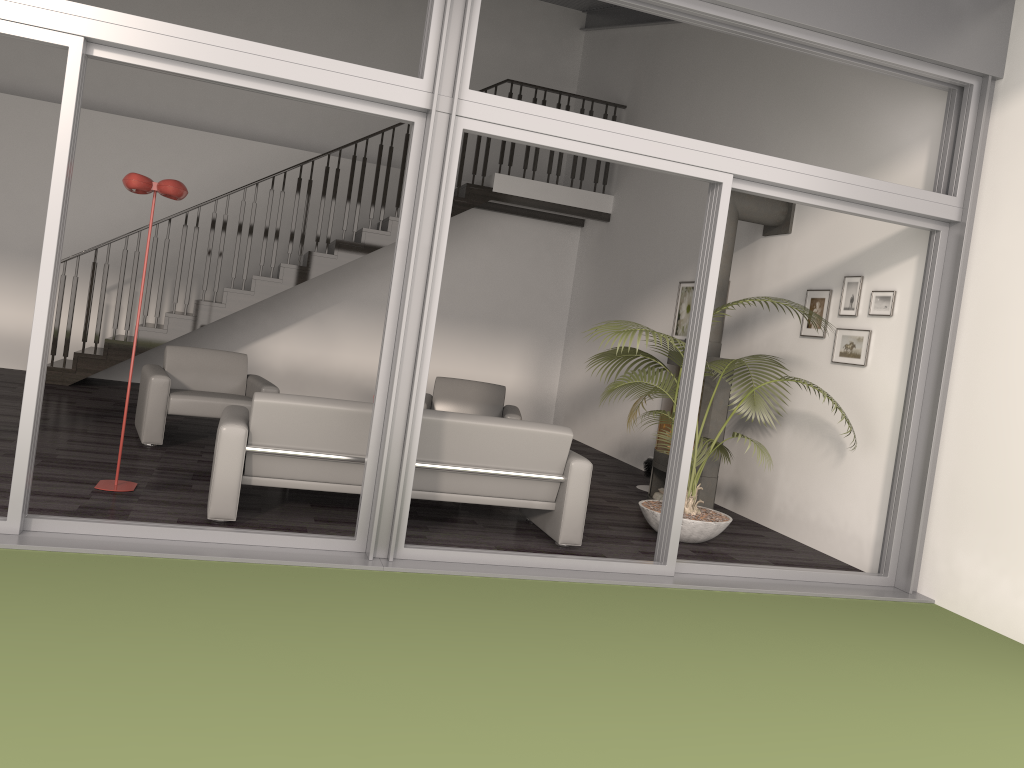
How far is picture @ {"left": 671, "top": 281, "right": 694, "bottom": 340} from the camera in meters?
8.5

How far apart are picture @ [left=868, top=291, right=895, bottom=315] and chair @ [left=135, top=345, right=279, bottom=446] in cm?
435

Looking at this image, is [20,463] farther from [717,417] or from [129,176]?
[717,417]

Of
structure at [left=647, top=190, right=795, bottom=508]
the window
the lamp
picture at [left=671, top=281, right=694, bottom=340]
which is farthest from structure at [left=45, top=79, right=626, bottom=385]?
the window

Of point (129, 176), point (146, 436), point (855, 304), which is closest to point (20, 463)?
point (129, 176)

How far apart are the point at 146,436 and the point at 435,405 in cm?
247

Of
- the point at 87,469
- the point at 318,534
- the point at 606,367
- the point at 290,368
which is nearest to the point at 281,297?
the point at 290,368

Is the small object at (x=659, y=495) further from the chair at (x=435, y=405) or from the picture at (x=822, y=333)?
the picture at (x=822, y=333)

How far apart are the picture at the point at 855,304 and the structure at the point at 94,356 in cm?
475

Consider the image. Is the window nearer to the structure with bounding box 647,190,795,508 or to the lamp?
the lamp
